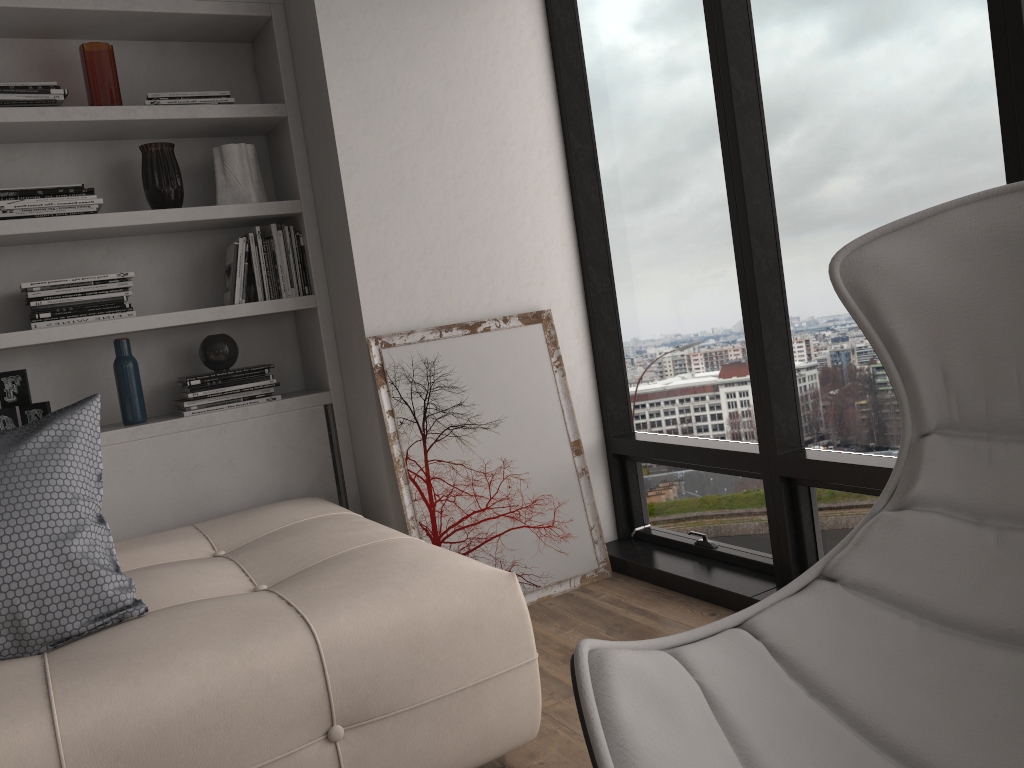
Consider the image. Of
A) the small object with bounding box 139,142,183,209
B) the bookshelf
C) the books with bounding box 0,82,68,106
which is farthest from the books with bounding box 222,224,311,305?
the books with bounding box 0,82,68,106

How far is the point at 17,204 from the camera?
2.7m

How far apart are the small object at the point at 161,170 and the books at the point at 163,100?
0.1 meters

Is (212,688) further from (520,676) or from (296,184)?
(296,184)

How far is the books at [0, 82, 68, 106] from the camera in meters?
2.7

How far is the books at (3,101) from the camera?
2.7m

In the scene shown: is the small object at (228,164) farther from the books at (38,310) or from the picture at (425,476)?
the picture at (425,476)

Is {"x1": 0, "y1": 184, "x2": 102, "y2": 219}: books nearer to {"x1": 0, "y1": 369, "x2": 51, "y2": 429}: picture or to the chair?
{"x1": 0, "y1": 369, "x2": 51, "y2": 429}: picture

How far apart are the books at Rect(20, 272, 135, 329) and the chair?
2.33m

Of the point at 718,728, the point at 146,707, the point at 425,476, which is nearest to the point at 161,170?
the point at 425,476
